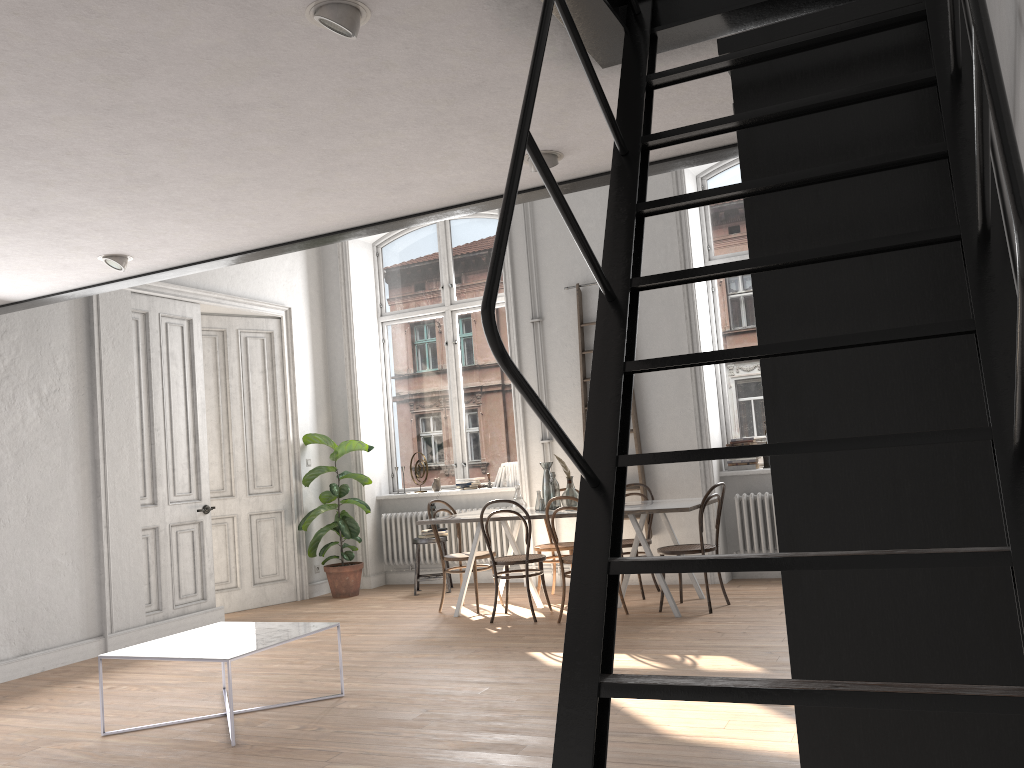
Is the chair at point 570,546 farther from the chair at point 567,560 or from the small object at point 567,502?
the chair at point 567,560

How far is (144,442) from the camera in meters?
7.2

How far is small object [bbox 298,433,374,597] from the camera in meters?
8.6 m

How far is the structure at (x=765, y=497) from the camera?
7.6 meters

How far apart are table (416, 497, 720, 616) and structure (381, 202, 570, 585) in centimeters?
99cm

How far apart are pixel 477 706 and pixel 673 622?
2.2 meters

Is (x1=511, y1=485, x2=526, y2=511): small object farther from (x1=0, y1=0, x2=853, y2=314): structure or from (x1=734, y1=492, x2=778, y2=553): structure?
(x1=0, y1=0, x2=853, y2=314): structure

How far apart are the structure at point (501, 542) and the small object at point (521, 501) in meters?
1.6

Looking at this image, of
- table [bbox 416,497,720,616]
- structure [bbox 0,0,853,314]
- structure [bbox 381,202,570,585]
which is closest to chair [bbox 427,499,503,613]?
table [bbox 416,497,720,616]

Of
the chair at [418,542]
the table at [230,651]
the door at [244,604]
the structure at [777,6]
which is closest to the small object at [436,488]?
the chair at [418,542]
